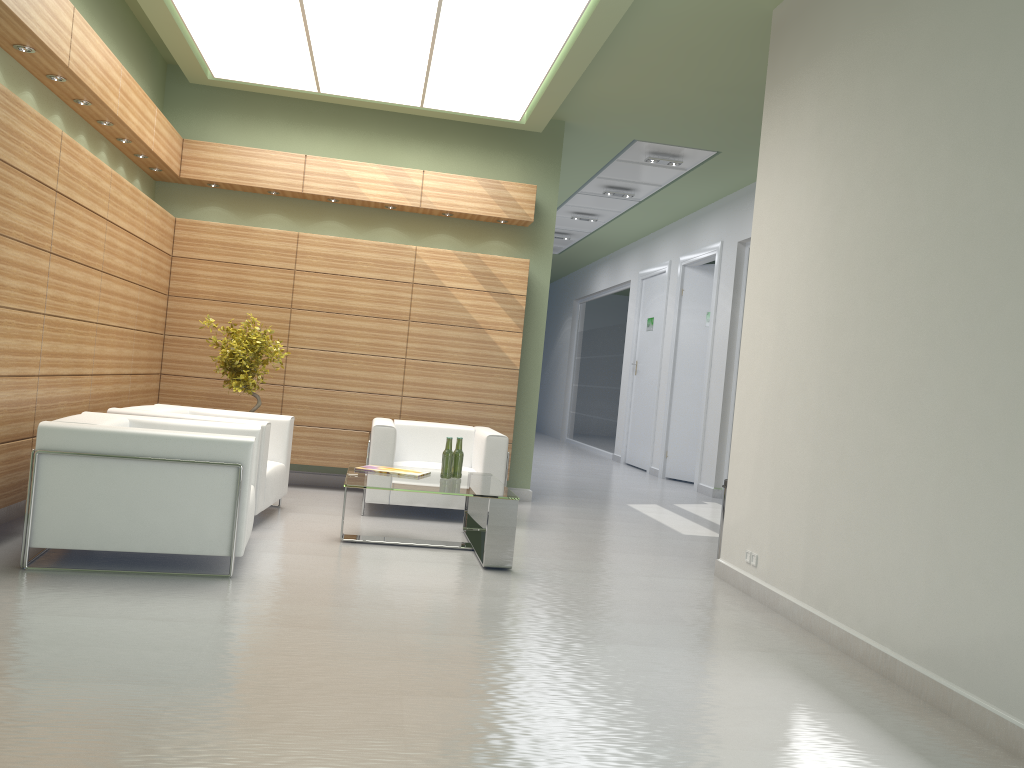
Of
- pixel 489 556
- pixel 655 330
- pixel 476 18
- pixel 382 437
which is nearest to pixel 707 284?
pixel 655 330

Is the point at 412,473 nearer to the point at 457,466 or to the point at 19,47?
the point at 457,466

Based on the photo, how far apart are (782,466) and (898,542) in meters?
2.0

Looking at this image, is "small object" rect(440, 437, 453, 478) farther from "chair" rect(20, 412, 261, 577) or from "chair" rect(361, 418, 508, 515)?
"chair" rect(20, 412, 261, 577)

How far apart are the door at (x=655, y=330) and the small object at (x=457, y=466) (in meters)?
13.23

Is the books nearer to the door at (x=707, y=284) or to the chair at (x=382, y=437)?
the chair at (x=382, y=437)

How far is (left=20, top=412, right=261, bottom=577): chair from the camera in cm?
739

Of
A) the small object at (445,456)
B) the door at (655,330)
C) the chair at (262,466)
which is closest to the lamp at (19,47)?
the chair at (262,466)

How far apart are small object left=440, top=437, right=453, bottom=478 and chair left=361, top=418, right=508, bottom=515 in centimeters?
166cm

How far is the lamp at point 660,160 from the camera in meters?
16.2
